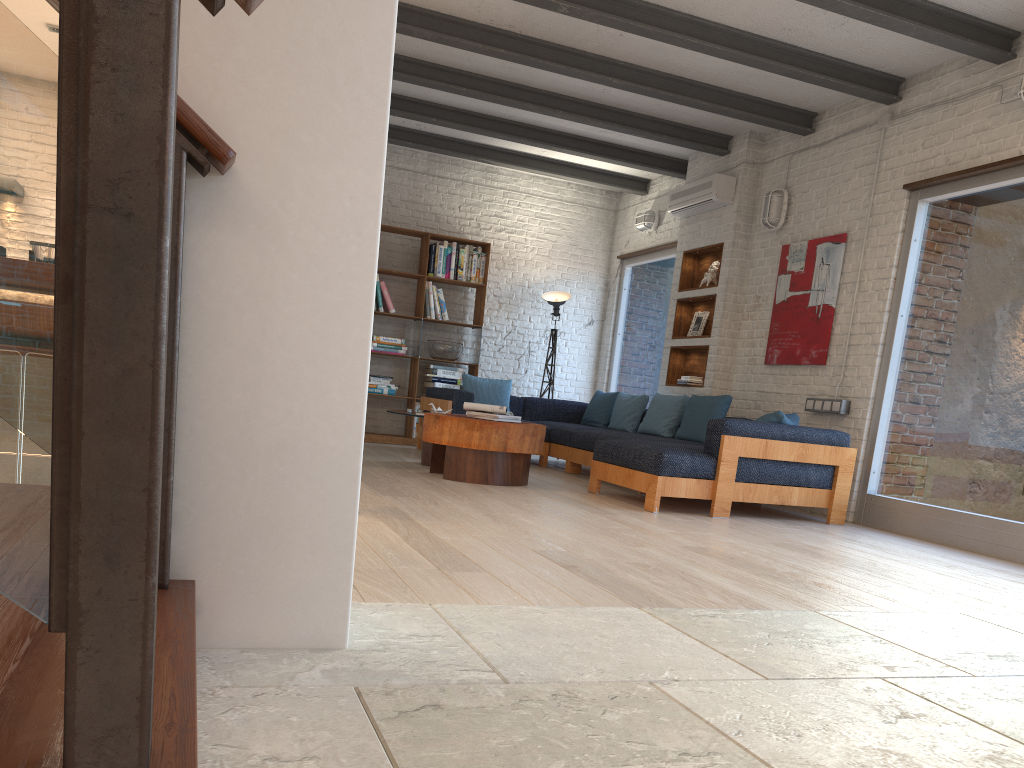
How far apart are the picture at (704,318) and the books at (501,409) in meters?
2.7 m

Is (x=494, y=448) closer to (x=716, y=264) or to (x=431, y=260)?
(x=716, y=264)

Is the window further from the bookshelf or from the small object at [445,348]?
the small object at [445,348]

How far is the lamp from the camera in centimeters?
972cm

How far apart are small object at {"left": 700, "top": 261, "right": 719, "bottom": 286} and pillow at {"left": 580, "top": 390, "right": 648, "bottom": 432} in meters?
1.2

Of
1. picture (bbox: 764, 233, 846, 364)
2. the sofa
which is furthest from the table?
picture (bbox: 764, 233, 846, 364)

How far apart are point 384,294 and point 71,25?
8.4m

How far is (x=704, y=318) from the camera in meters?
8.3

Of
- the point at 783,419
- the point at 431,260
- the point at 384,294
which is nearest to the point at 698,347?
the point at 783,419

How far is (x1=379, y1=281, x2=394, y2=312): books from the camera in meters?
9.3
